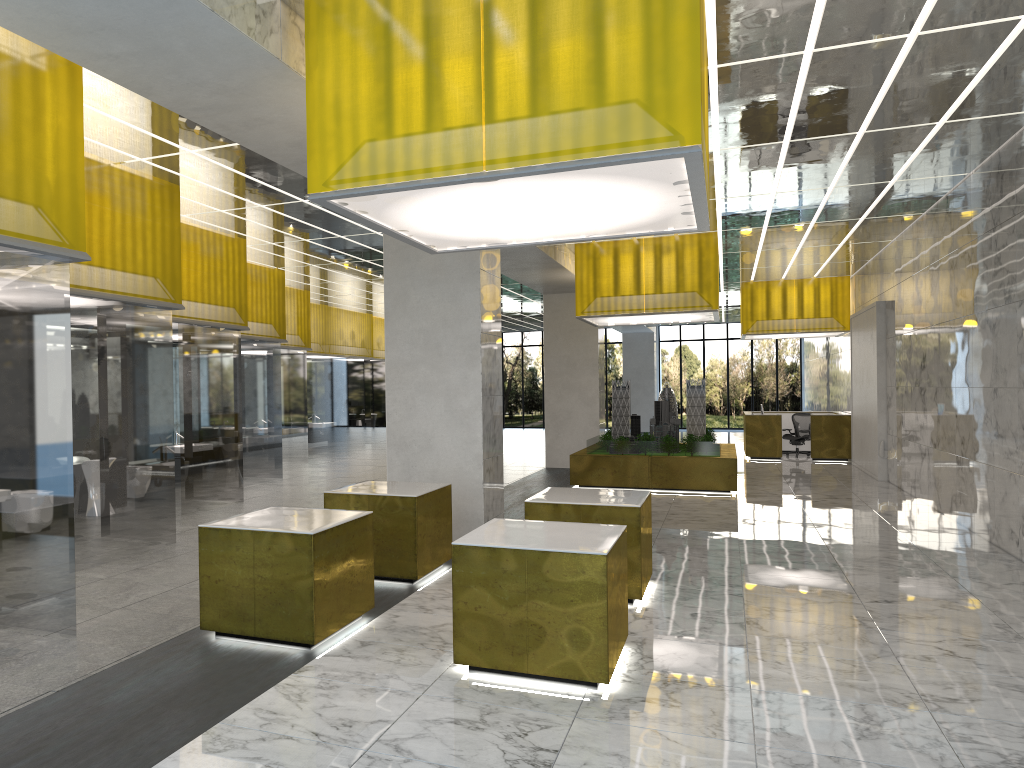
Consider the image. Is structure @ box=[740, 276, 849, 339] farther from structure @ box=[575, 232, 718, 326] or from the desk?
structure @ box=[575, 232, 718, 326]

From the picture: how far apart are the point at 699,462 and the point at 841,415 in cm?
1121

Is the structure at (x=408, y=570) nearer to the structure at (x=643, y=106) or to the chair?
the structure at (x=643, y=106)

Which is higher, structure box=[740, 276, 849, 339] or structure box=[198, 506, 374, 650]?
structure box=[740, 276, 849, 339]

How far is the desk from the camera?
29.9 meters

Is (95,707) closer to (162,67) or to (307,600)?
(307,600)

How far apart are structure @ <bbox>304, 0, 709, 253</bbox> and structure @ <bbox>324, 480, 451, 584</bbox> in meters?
3.1 m

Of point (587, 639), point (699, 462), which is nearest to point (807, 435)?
point (699, 462)

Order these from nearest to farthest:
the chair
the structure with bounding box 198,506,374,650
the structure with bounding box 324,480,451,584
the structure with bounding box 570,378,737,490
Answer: the structure with bounding box 198,506,374,650 → the structure with bounding box 324,480,451,584 → the structure with bounding box 570,378,737,490 → the chair

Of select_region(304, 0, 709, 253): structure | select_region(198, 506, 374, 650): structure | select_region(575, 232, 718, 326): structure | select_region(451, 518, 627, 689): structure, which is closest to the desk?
select_region(575, 232, 718, 326): structure
